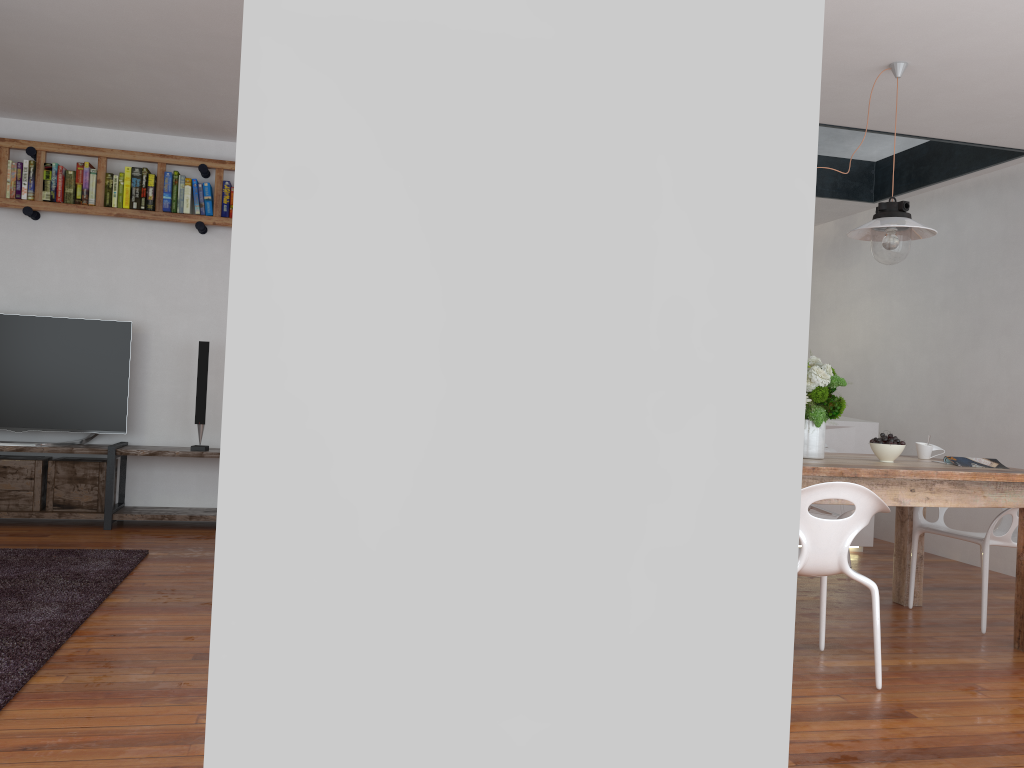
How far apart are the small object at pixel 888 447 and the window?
2.92m

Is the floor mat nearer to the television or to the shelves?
the shelves

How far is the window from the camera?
6.0 meters

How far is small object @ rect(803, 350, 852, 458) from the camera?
3.7m

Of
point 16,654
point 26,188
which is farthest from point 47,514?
point 16,654

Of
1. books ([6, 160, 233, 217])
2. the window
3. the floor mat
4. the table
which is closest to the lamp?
the table

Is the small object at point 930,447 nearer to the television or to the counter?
the counter

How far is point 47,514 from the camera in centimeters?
530cm

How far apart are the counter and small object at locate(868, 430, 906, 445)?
2.0m

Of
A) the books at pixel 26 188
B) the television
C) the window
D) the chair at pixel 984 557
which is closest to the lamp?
the chair at pixel 984 557
